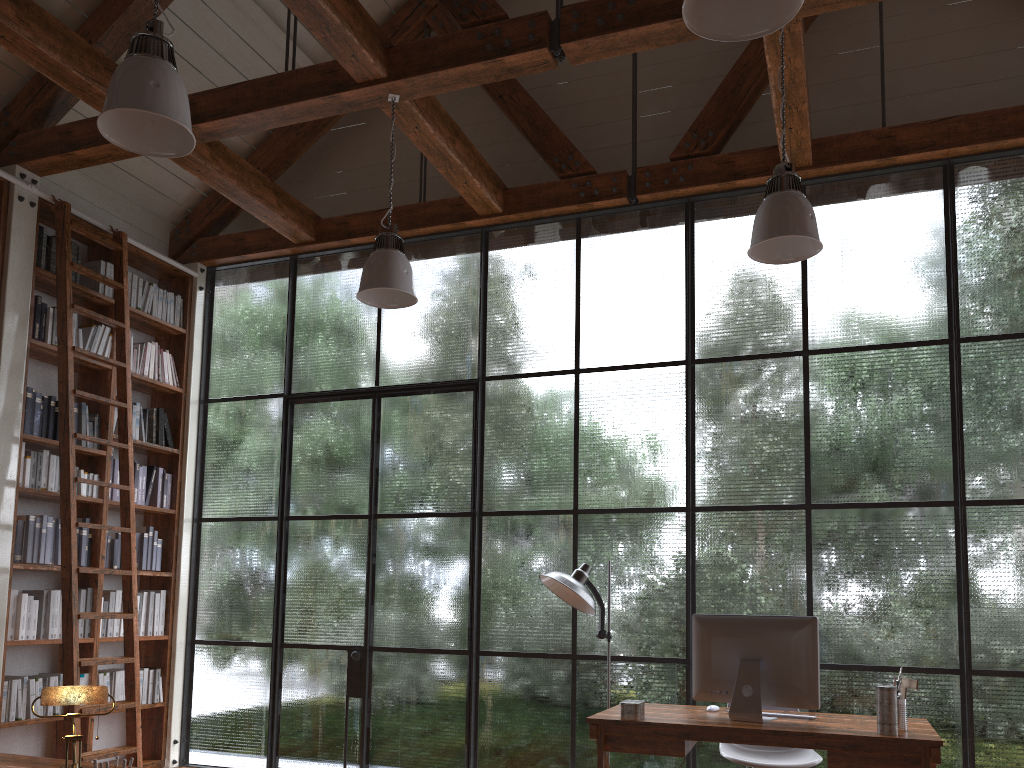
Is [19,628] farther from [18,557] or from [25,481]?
[25,481]

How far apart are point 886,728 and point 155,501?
4.74m

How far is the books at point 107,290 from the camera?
5.76m

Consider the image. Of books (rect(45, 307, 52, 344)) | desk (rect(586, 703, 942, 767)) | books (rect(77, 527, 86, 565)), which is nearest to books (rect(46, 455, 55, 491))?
books (rect(77, 527, 86, 565))

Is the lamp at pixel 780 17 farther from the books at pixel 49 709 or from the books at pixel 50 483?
the books at pixel 49 709

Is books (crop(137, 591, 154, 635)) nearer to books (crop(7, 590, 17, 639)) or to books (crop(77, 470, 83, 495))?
books (crop(77, 470, 83, 495))

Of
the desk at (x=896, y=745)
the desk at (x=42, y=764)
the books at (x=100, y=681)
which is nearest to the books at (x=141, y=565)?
the books at (x=100, y=681)

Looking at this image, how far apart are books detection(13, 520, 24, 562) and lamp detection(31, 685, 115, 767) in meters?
3.4 m

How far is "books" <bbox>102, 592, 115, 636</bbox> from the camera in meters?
5.5

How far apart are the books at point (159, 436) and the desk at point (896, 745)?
3.73m
